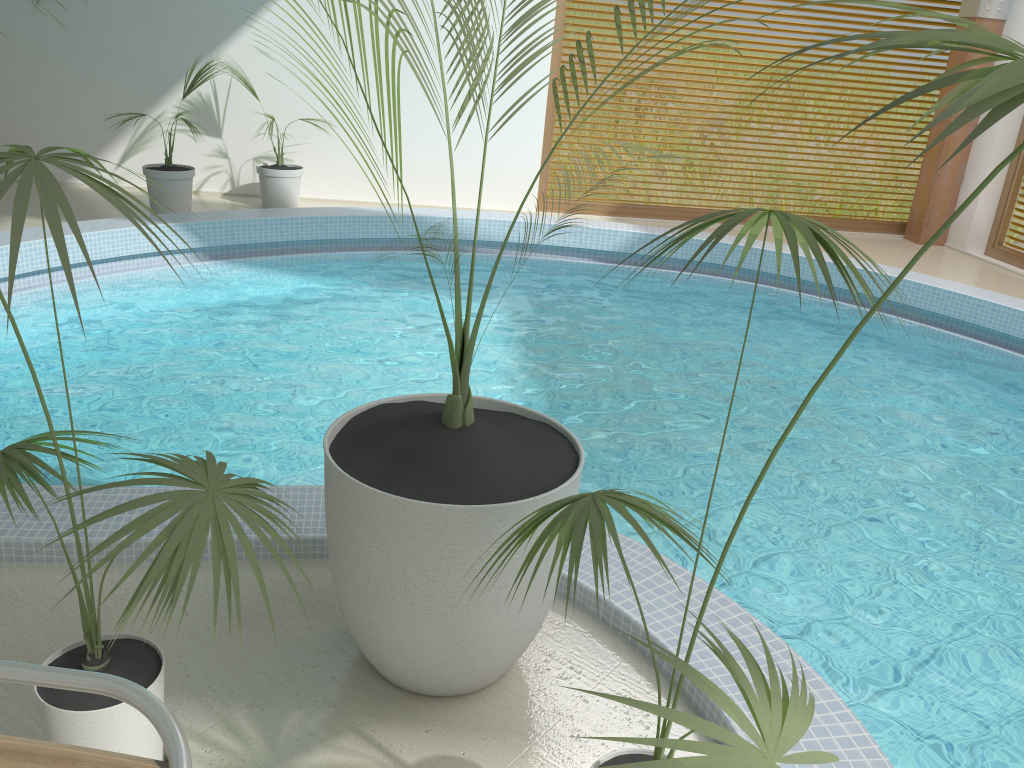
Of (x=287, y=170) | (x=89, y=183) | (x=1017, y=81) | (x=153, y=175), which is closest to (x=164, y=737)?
(x=89, y=183)

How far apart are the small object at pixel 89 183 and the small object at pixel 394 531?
0.3m

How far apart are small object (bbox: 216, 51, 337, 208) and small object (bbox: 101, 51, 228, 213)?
0.6 meters

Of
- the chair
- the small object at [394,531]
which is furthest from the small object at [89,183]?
the small object at [394,531]

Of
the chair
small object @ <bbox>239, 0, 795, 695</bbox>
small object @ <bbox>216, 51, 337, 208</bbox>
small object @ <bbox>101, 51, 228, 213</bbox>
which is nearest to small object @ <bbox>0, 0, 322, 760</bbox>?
the chair

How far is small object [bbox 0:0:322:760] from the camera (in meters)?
1.28

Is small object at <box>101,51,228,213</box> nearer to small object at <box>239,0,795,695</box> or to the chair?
small object at <box>239,0,795,695</box>

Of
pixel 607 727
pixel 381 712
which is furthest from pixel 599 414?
pixel 381 712

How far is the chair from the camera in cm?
118

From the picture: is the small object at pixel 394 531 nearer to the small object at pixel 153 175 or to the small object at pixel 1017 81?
the small object at pixel 1017 81
